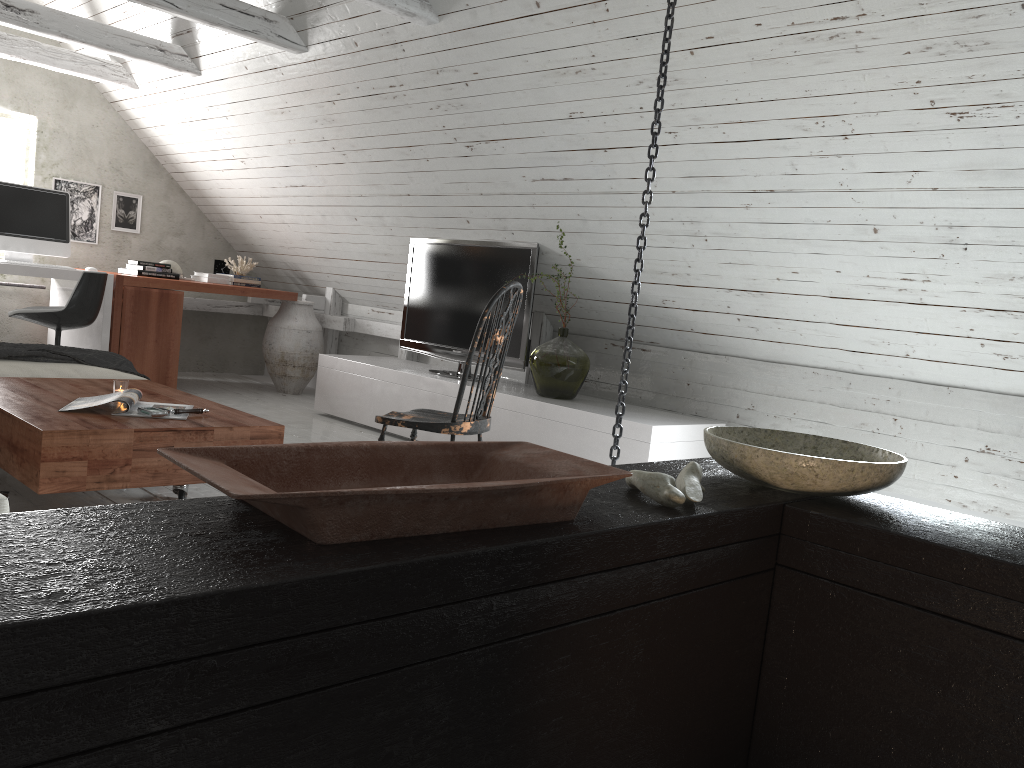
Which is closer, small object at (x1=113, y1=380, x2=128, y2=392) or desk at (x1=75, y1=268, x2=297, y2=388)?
small object at (x1=113, y1=380, x2=128, y2=392)

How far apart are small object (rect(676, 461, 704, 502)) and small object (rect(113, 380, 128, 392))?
2.4 meters

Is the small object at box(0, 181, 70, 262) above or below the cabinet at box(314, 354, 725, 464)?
above

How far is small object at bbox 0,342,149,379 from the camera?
3.6 meters

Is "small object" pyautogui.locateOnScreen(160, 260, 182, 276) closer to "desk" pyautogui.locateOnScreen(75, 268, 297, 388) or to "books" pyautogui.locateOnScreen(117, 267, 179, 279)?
"books" pyautogui.locateOnScreen(117, 267, 179, 279)

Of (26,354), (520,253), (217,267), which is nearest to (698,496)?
(26,354)

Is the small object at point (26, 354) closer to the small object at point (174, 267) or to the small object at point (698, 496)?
the small object at point (174, 267)

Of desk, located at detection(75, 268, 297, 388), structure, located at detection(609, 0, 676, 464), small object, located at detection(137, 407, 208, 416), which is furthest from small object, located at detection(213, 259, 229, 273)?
structure, located at detection(609, 0, 676, 464)

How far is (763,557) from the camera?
1.4m

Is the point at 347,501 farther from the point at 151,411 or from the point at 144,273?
the point at 144,273
